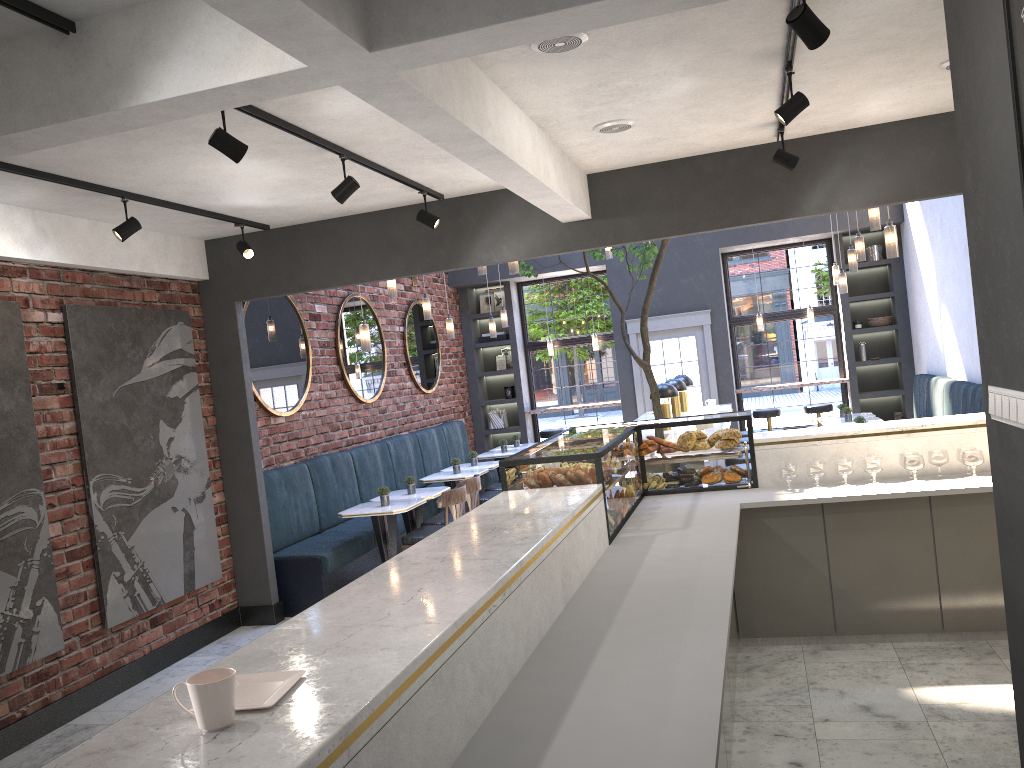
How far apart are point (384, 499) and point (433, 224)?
2.5m

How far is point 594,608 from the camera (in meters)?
3.21

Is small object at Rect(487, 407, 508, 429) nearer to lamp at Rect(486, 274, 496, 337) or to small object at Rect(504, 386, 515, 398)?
small object at Rect(504, 386, 515, 398)

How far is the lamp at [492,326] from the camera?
10.7m

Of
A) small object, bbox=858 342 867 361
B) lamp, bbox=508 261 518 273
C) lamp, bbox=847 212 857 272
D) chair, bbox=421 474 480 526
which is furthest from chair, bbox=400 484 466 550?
small object, bbox=858 342 867 361

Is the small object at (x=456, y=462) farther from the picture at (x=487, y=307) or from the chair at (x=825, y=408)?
the chair at (x=825, y=408)

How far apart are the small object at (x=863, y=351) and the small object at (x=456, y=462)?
5.9 meters

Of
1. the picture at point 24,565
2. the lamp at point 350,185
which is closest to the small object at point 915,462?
the lamp at point 350,185

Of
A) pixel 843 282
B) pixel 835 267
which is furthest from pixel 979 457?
pixel 835 267

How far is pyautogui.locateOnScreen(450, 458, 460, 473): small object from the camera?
8.99m
